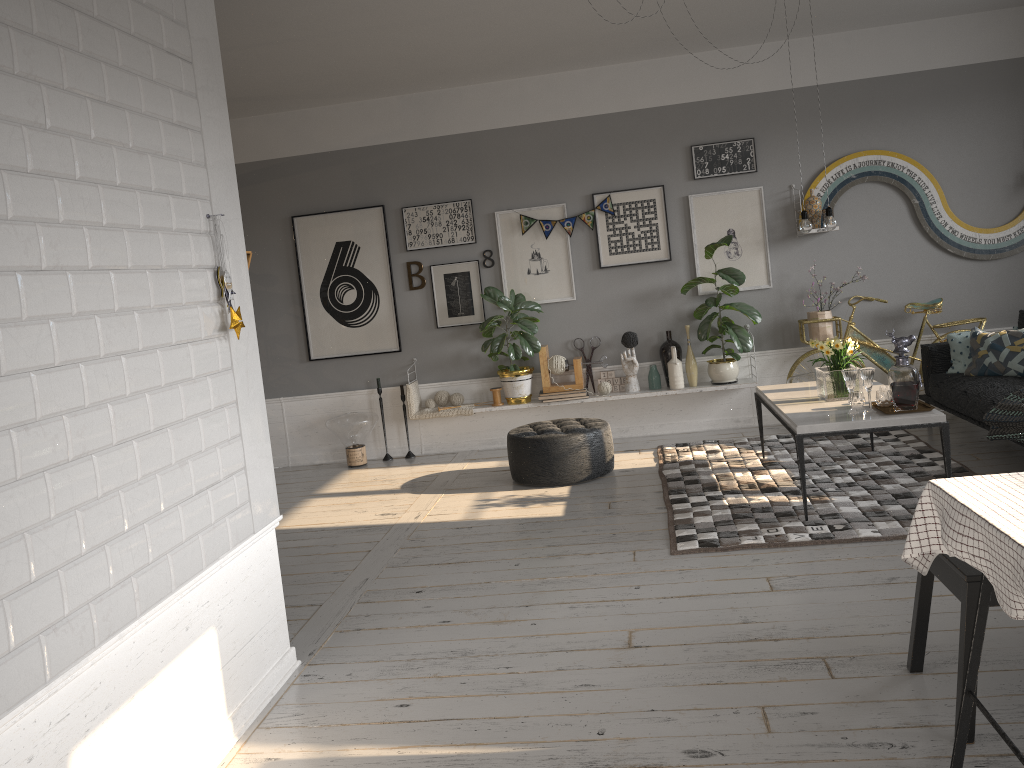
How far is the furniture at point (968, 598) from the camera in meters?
2.5 m

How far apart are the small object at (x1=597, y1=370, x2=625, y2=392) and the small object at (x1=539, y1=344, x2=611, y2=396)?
0.1m

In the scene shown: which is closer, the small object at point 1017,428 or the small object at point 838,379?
the small object at point 1017,428

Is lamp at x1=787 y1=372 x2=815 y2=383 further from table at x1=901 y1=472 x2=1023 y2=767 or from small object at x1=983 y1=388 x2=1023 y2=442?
table at x1=901 y1=472 x2=1023 y2=767

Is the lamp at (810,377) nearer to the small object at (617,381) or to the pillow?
the pillow

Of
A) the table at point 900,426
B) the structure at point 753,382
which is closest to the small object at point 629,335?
the structure at point 753,382

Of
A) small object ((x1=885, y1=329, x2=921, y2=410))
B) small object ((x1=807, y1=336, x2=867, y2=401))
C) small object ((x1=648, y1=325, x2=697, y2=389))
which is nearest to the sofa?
small object ((x1=807, y1=336, x2=867, y2=401))

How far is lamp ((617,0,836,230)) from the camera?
4.97m

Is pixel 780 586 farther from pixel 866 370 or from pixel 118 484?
pixel 118 484

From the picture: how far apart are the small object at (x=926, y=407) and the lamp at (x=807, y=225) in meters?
1.1
